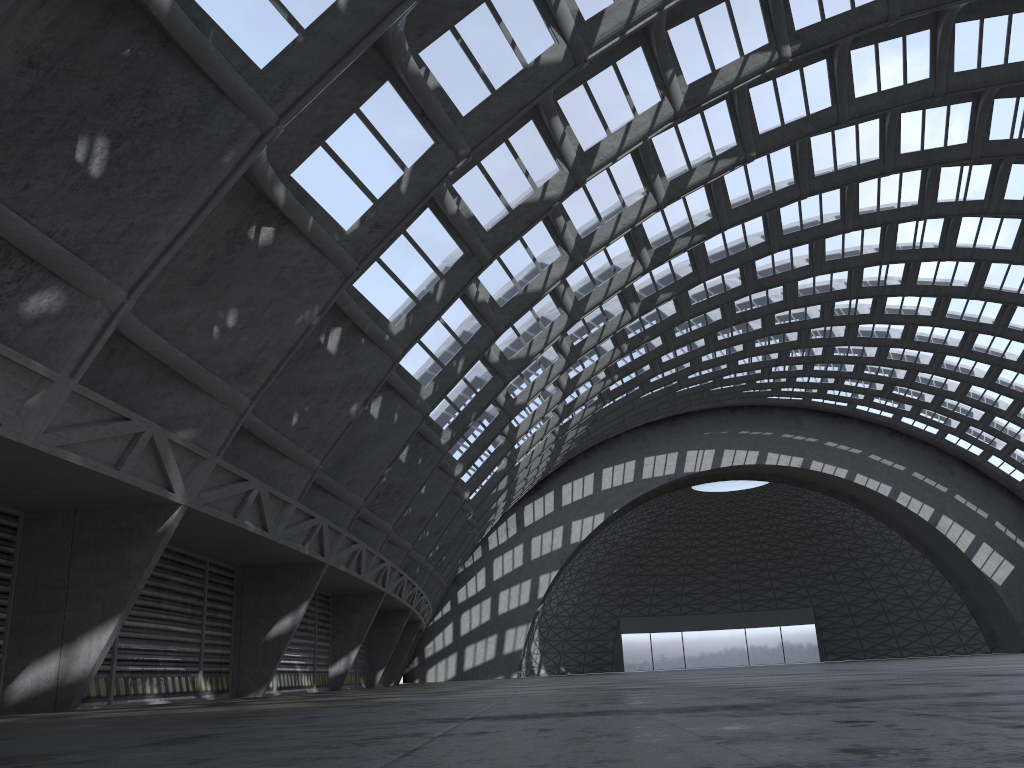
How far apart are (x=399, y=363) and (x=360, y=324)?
3.9 meters

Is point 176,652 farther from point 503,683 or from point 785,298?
point 785,298
